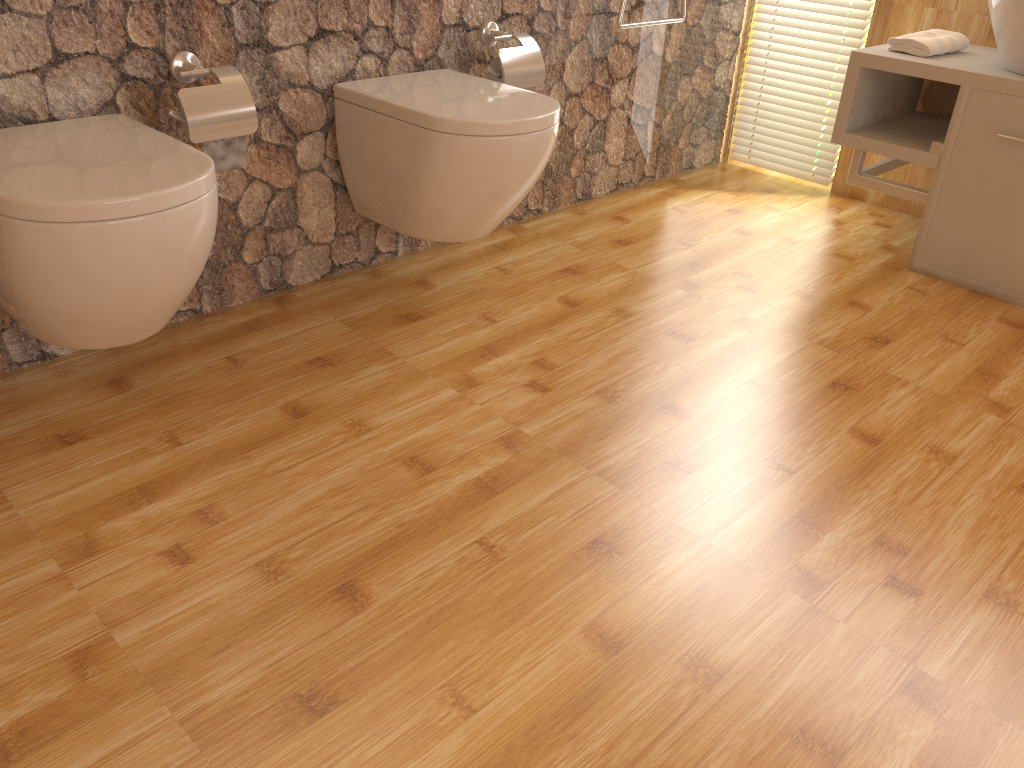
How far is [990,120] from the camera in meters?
2.4

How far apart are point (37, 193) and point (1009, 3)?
2.3m

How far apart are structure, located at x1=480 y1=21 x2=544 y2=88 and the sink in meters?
1.2 m

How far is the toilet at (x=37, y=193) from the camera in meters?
1.4

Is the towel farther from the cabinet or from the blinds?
the blinds

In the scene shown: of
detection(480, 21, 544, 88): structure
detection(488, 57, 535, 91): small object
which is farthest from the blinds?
detection(488, 57, 535, 91): small object

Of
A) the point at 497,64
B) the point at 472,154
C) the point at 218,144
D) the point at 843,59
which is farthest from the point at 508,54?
the point at 843,59

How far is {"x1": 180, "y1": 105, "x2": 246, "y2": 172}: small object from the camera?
1.8 meters

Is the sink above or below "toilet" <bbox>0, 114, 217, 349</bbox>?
above

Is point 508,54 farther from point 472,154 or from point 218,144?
point 218,144
